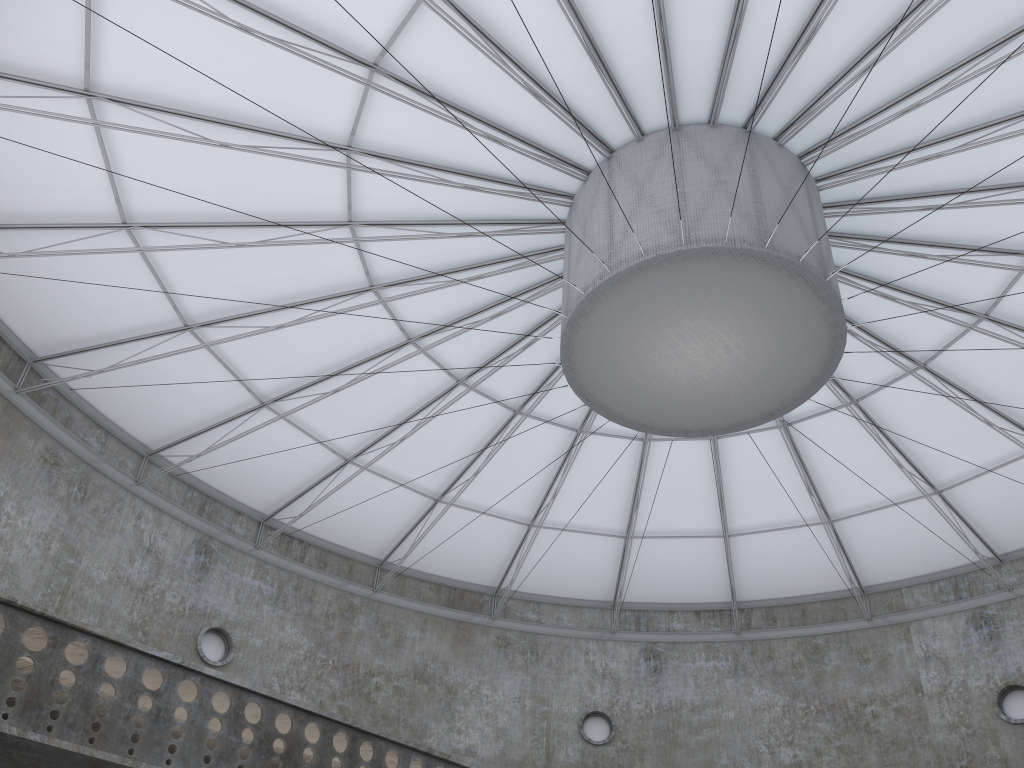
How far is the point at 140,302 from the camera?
26.62m
